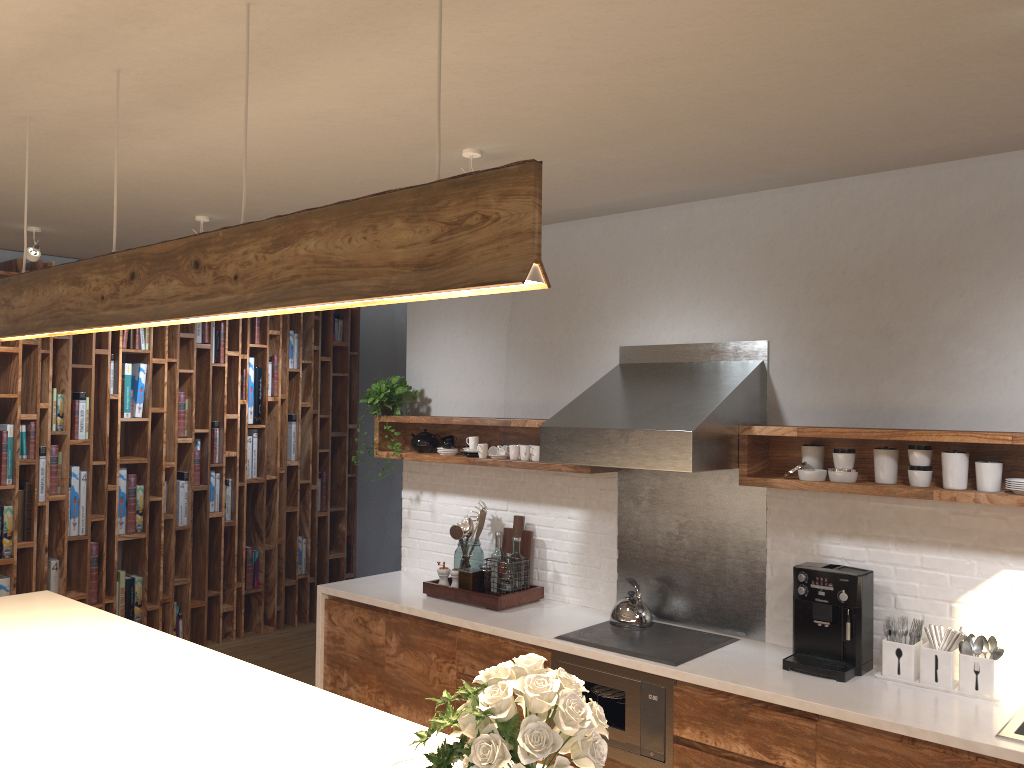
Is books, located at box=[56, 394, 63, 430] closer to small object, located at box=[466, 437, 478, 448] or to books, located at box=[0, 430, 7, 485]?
books, located at box=[0, 430, 7, 485]

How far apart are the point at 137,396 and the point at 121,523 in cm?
88

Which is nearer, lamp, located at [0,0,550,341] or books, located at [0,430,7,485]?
lamp, located at [0,0,550,341]

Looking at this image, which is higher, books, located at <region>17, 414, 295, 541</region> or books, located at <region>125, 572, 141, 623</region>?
books, located at <region>17, 414, 295, 541</region>

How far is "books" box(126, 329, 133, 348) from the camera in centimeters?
618cm

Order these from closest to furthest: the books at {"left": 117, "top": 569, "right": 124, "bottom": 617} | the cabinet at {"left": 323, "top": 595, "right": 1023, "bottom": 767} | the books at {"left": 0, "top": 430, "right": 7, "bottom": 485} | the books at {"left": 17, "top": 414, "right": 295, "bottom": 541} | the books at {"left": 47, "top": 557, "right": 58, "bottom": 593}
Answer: the cabinet at {"left": 323, "top": 595, "right": 1023, "bottom": 767} < the books at {"left": 0, "top": 430, "right": 7, "bottom": 485} < the books at {"left": 17, "top": 414, "right": 295, "bottom": 541} < the books at {"left": 47, "top": 557, "right": 58, "bottom": 593} < the books at {"left": 117, "top": 569, "right": 124, "bottom": 617}

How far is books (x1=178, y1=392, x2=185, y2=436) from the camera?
6.44m

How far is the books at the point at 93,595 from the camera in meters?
6.0

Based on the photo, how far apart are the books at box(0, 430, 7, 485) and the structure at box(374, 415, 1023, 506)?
2.39m

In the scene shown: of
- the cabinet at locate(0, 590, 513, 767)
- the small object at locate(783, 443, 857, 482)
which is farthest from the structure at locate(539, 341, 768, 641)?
the cabinet at locate(0, 590, 513, 767)
